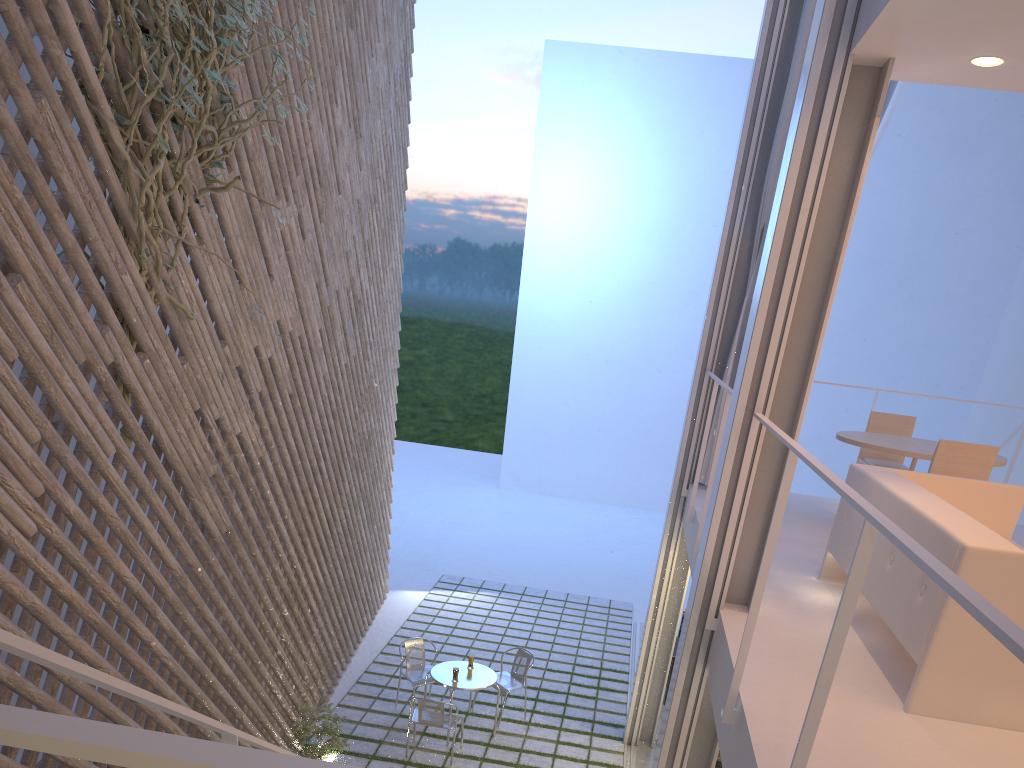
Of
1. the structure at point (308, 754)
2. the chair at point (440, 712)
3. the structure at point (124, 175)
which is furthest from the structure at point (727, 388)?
the structure at point (308, 754)

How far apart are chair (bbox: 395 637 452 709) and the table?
0.2m

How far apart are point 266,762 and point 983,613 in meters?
0.5 m

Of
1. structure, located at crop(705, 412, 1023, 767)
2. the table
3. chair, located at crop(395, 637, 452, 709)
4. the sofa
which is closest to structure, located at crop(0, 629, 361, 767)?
structure, located at crop(705, 412, 1023, 767)

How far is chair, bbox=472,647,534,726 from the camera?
4.17m

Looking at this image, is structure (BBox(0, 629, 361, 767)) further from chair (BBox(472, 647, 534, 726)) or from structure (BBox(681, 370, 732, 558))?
chair (BBox(472, 647, 534, 726))

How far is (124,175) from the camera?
2.02m

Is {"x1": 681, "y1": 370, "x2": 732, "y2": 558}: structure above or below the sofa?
above

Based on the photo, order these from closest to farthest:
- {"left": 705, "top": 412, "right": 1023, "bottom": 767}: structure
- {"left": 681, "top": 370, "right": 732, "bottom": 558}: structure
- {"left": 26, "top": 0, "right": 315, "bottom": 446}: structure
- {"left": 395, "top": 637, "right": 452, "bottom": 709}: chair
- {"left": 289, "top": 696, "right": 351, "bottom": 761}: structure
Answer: {"left": 705, "top": 412, "right": 1023, "bottom": 767}: structure < {"left": 26, "top": 0, "right": 315, "bottom": 446}: structure < {"left": 681, "top": 370, "right": 732, "bottom": 558}: structure < {"left": 289, "top": 696, "right": 351, "bottom": 761}: structure < {"left": 395, "top": 637, "right": 452, "bottom": 709}: chair

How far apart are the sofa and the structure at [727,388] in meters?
0.5 m
